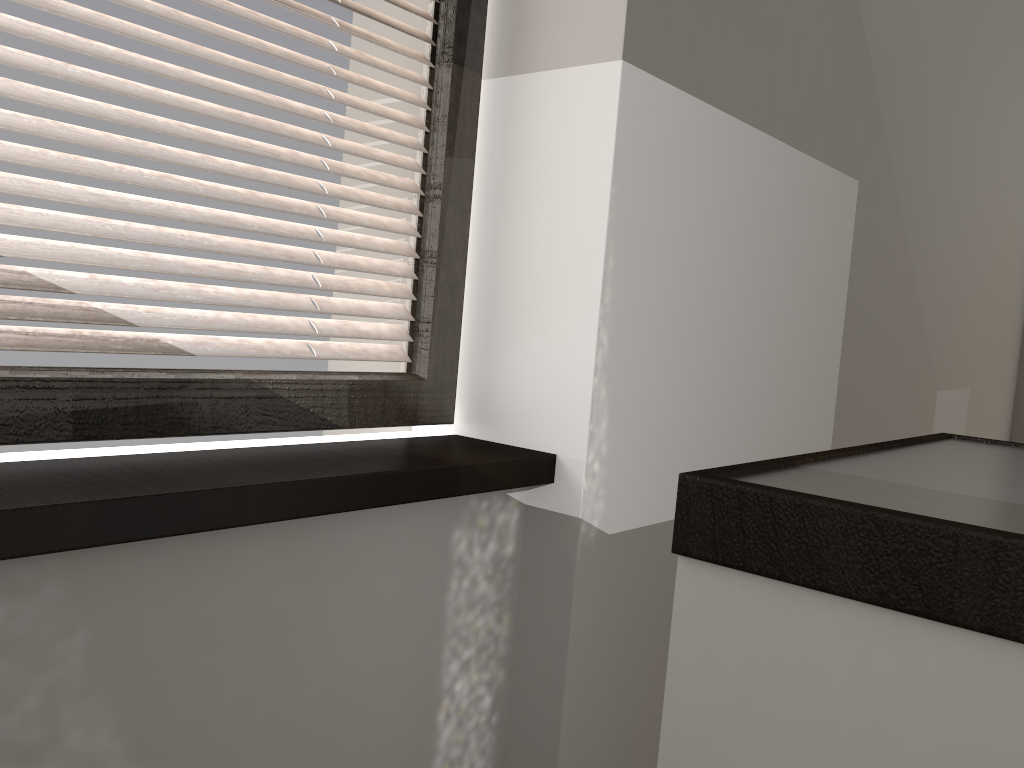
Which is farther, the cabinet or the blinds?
the blinds

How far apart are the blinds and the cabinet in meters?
0.8 m

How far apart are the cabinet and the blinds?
0.81m

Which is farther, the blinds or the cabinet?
the blinds

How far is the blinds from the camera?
1.03m

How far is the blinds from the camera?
1.0m

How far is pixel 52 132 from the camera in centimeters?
103cm

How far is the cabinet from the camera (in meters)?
0.47

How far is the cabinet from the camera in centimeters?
47cm
